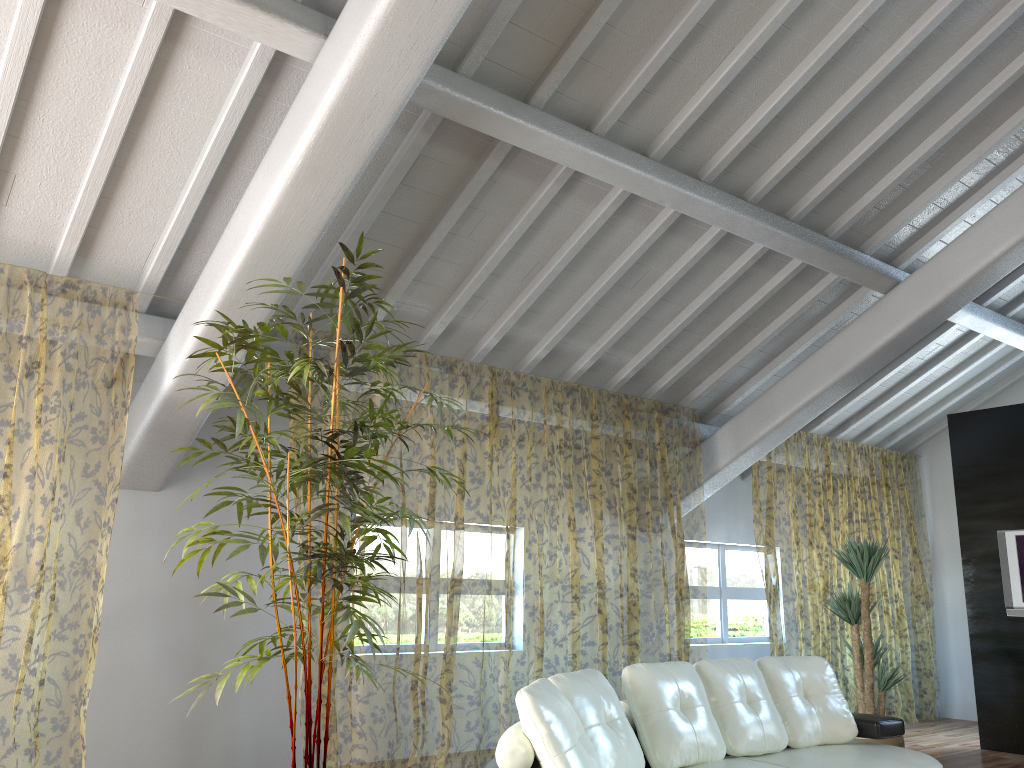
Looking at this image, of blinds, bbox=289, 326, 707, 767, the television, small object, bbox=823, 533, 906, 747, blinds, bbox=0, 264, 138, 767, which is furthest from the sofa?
the television

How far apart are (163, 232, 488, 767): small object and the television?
5.0m

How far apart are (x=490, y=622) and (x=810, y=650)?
6.1 meters

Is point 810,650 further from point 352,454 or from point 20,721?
point 352,454

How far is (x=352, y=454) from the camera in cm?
339

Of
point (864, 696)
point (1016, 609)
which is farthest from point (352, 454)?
point (1016, 609)

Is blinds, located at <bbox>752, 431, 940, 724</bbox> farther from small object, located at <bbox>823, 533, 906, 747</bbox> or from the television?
the television

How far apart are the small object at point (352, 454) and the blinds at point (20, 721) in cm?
85

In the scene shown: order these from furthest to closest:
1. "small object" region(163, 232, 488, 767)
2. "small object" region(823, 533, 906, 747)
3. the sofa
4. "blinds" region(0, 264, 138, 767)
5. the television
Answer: "blinds" region(0, 264, 138, 767) → the television → "small object" region(823, 533, 906, 747) → "small object" region(163, 232, 488, 767) → the sofa

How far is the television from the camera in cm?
668
